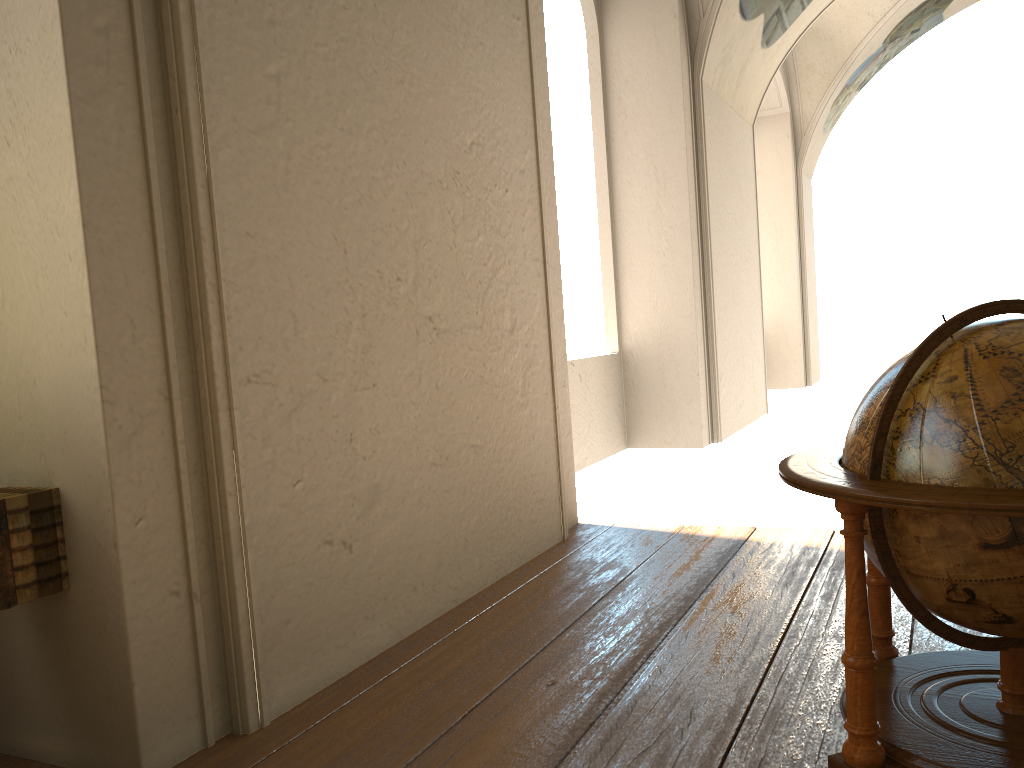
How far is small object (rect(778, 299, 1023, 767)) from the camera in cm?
220

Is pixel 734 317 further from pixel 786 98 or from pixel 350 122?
pixel 350 122

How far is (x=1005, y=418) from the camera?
2.2 meters

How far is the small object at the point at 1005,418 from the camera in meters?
2.2
